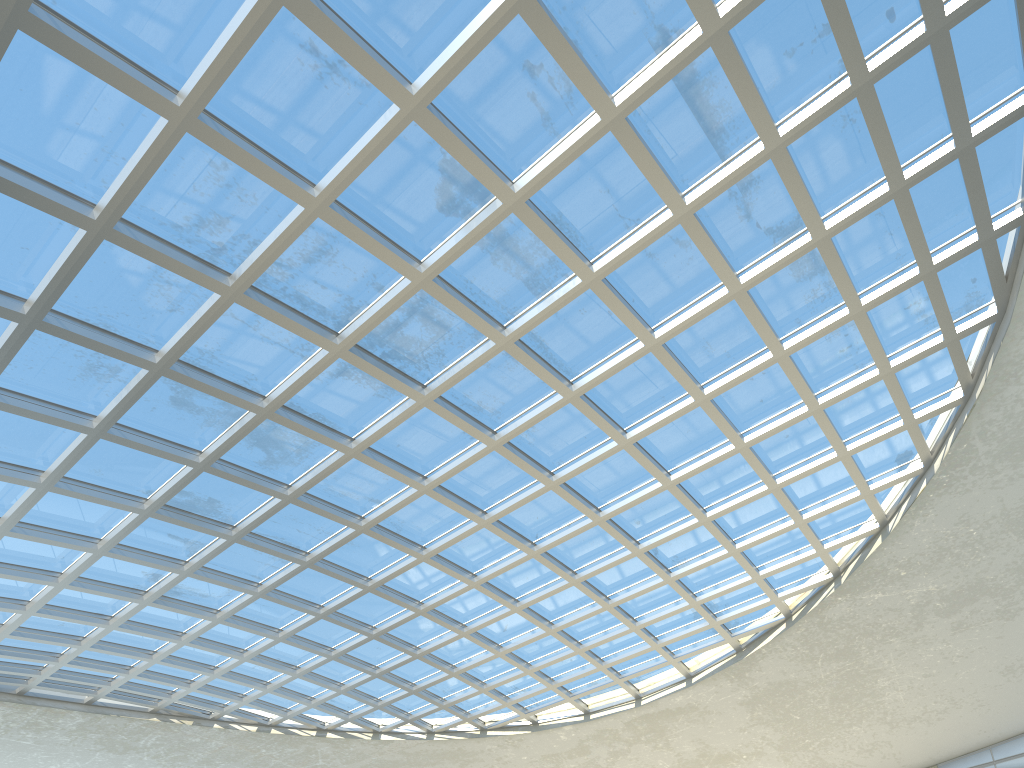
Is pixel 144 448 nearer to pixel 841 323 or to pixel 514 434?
pixel 514 434

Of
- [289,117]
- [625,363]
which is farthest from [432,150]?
[625,363]
